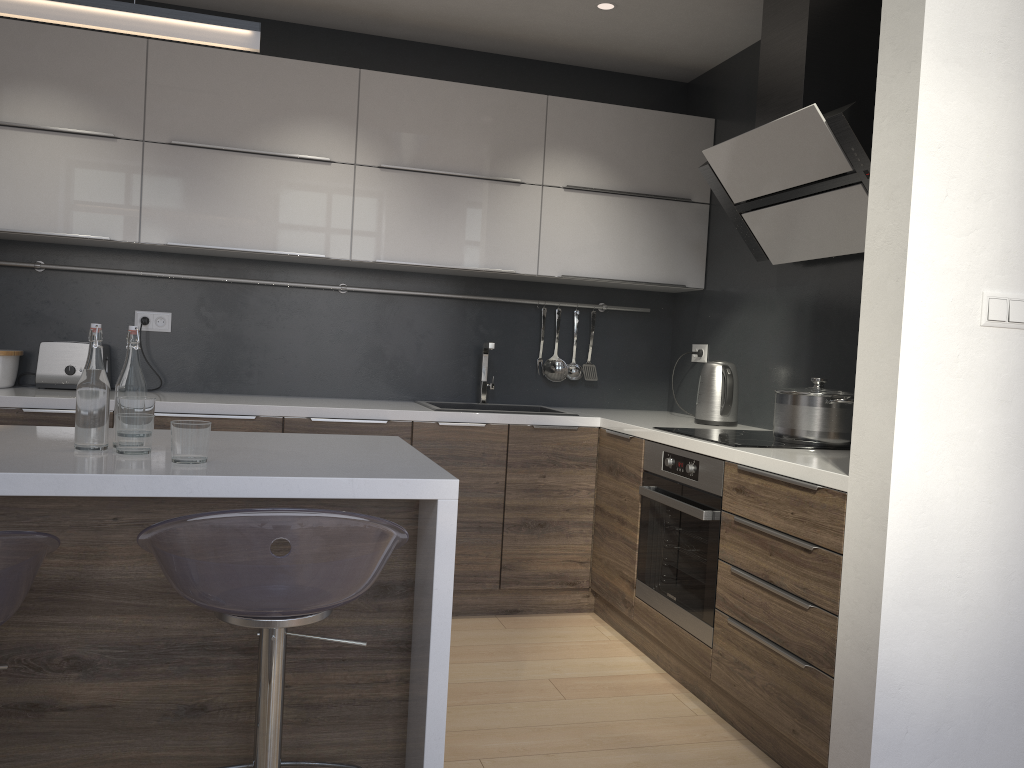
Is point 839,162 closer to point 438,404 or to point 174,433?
point 438,404

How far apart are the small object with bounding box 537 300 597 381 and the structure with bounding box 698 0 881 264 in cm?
109

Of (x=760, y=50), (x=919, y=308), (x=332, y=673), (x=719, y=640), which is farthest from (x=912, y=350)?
(x=760, y=50)

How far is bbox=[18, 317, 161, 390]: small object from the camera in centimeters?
355cm

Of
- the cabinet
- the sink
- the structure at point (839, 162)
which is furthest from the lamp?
the sink

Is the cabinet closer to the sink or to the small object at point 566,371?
the sink

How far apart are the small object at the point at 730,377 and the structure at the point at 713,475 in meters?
0.5 m

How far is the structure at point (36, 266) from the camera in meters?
3.6 m

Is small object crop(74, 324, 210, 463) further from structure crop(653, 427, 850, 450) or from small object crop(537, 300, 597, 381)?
small object crop(537, 300, 597, 381)

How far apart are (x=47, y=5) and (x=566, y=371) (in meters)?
2.82
